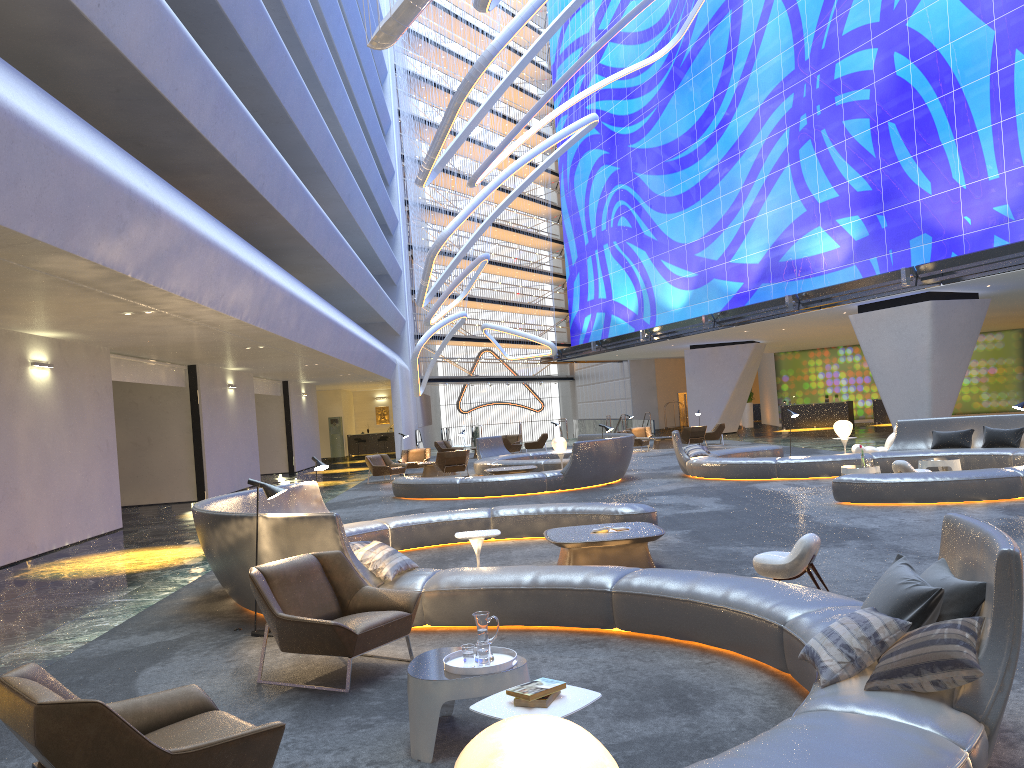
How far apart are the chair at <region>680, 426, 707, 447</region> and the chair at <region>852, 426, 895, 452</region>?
10.95m

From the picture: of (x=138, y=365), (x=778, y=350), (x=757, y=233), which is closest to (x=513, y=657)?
(x=138, y=365)

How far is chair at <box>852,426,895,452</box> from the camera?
18.0 meters

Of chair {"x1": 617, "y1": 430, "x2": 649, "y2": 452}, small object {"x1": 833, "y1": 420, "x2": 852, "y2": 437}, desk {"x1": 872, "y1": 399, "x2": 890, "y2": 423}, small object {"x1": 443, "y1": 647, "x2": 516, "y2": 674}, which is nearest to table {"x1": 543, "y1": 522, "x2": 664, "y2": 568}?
small object {"x1": 443, "y1": 647, "x2": 516, "y2": 674}

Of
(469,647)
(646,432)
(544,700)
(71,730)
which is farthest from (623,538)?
(646,432)

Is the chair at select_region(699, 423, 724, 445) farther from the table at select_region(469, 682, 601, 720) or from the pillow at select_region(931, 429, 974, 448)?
the table at select_region(469, 682, 601, 720)

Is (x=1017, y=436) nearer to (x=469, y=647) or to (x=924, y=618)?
(x=924, y=618)

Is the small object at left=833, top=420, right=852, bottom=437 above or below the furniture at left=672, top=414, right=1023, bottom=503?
above

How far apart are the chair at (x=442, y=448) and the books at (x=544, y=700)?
30.1 meters

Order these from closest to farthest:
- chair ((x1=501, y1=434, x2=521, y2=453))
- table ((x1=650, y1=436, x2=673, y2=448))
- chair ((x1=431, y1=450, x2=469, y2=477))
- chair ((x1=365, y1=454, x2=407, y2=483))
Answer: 1. chair ((x1=431, y1=450, x2=469, y2=477))
2. chair ((x1=365, y1=454, x2=407, y2=483))
3. table ((x1=650, y1=436, x2=673, y2=448))
4. chair ((x1=501, y1=434, x2=521, y2=453))
